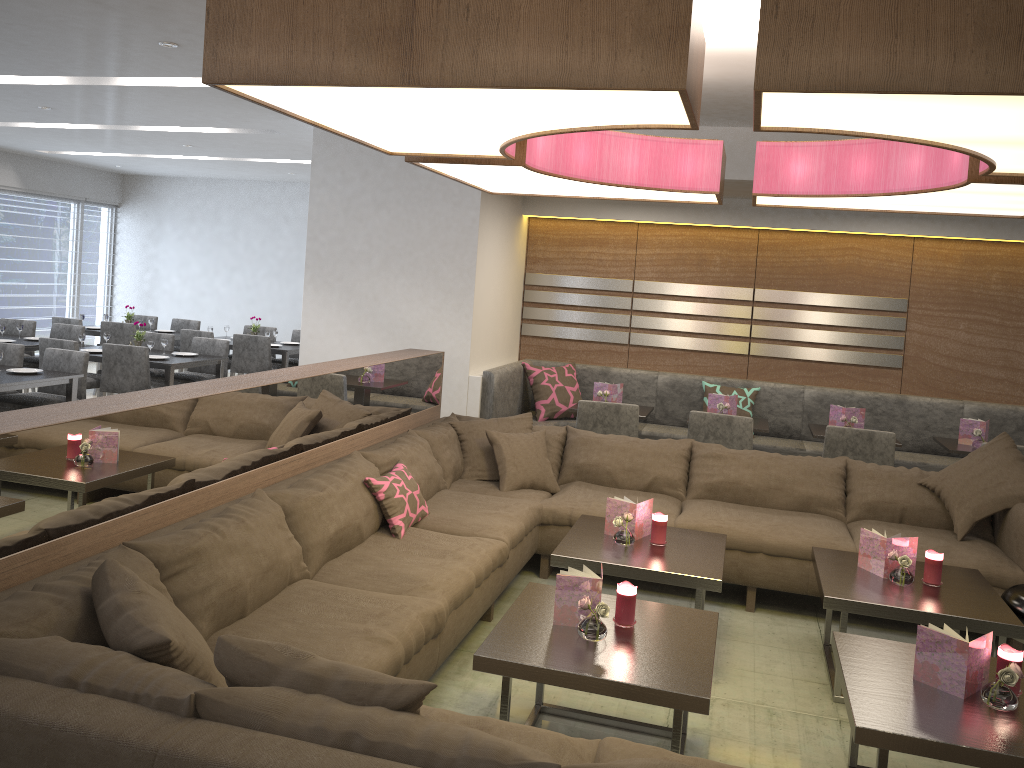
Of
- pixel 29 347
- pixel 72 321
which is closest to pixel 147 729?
pixel 29 347

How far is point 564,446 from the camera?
5.0 meters

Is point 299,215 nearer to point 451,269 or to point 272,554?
point 451,269

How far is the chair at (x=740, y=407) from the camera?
6.4 meters

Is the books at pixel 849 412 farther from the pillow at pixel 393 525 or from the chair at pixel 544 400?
the pillow at pixel 393 525

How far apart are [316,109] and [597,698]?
2.3 meters

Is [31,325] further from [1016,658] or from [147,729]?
[1016,658]

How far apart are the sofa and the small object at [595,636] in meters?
0.5

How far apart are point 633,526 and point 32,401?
4.21m

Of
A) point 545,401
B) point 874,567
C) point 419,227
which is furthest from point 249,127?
point 874,567
